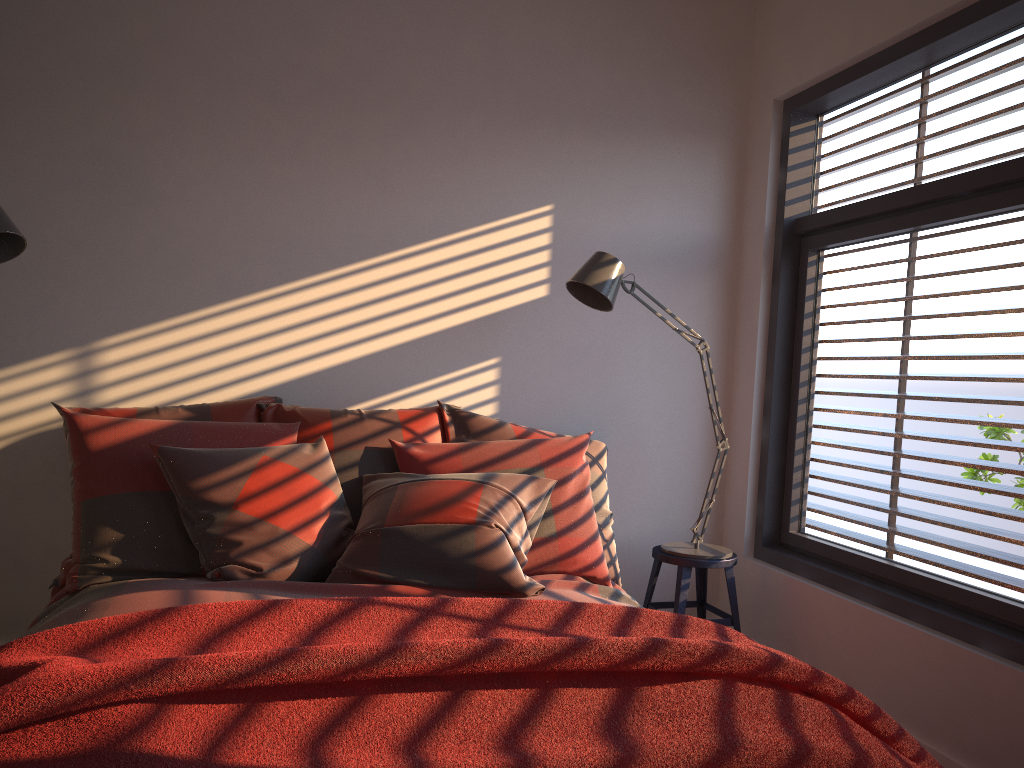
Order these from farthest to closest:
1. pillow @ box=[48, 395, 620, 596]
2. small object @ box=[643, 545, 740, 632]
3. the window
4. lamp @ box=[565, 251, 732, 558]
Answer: small object @ box=[643, 545, 740, 632]
lamp @ box=[565, 251, 732, 558]
the window
pillow @ box=[48, 395, 620, 596]

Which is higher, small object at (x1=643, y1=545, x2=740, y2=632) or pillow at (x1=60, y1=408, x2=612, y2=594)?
pillow at (x1=60, y1=408, x2=612, y2=594)

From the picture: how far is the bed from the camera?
2.21m

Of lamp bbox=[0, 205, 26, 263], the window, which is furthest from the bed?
lamp bbox=[0, 205, 26, 263]

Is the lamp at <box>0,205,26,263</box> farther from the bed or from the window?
the window

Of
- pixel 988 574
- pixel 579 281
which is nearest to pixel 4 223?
pixel 579 281

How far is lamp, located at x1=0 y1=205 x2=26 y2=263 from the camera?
2.60m

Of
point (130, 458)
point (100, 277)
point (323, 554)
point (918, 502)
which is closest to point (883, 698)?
point (918, 502)

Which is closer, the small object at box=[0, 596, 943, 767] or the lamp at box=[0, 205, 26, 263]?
the small object at box=[0, 596, 943, 767]

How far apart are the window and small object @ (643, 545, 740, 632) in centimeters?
28cm
